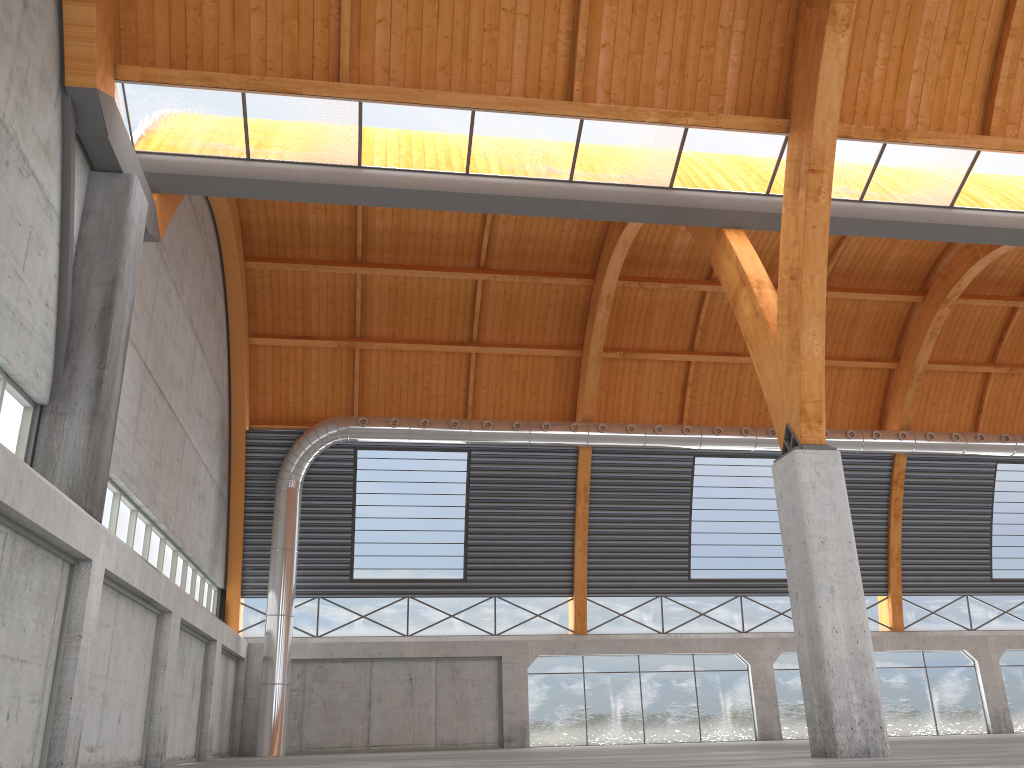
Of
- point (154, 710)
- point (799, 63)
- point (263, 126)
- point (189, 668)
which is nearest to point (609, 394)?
point (189, 668)
